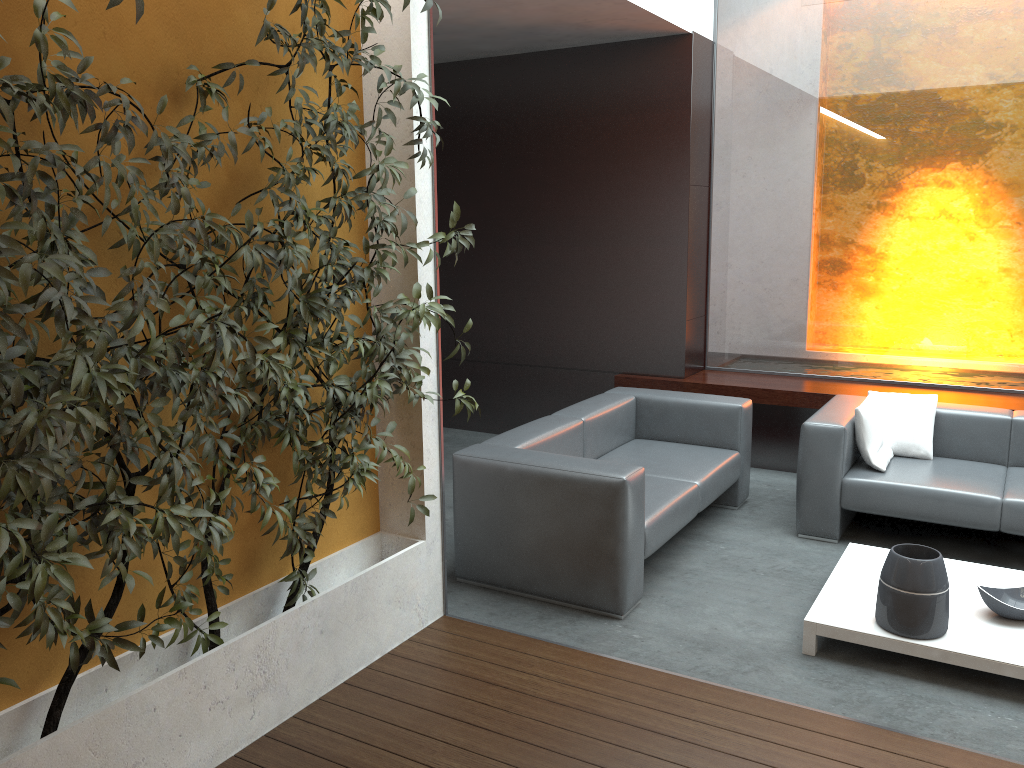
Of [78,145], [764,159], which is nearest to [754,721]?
[78,145]

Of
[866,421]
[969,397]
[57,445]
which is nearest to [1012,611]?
[866,421]

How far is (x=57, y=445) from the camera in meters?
2.0

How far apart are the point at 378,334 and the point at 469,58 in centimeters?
426cm

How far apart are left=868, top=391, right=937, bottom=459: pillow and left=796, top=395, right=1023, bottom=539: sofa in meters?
0.0

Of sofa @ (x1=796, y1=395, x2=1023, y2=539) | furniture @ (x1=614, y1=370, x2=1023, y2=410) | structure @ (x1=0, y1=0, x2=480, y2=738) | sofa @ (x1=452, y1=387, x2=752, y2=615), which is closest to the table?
sofa @ (x1=796, y1=395, x2=1023, y2=539)

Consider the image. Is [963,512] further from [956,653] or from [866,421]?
[956,653]

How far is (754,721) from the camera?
3.1 meters

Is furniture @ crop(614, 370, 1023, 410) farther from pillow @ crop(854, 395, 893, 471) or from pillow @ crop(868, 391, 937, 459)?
pillow @ crop(854, 395, 893, 471)

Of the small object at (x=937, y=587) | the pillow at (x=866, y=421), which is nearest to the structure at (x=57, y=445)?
the small object at (x=937, y=587)
